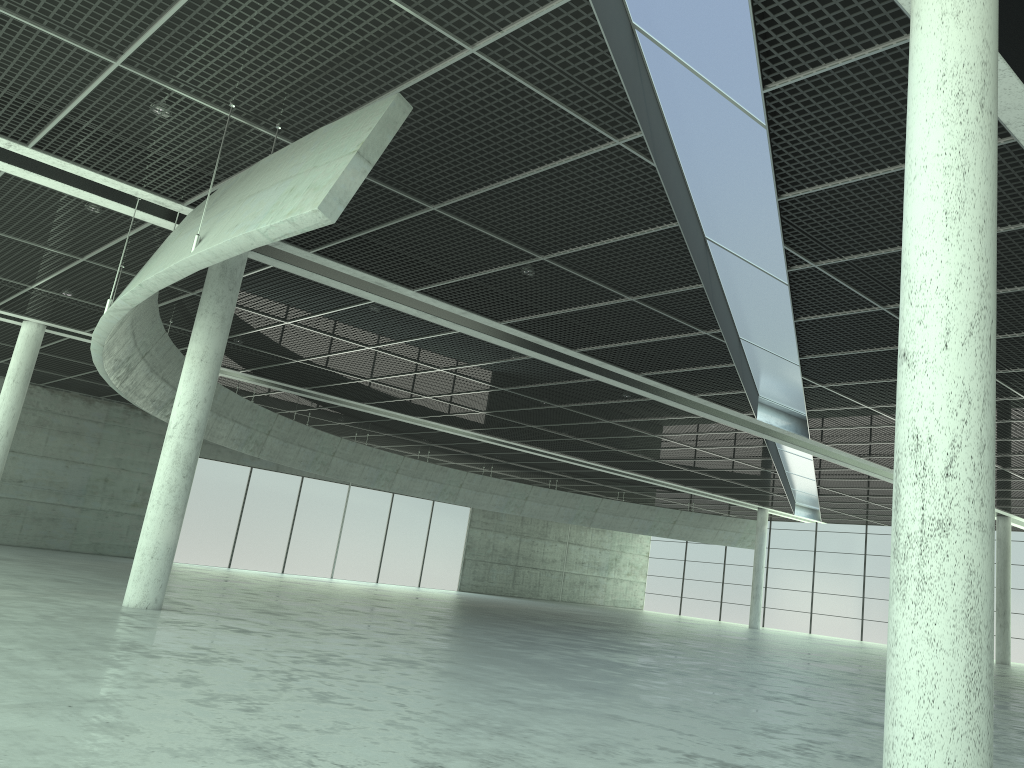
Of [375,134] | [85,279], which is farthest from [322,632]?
[85,279]
